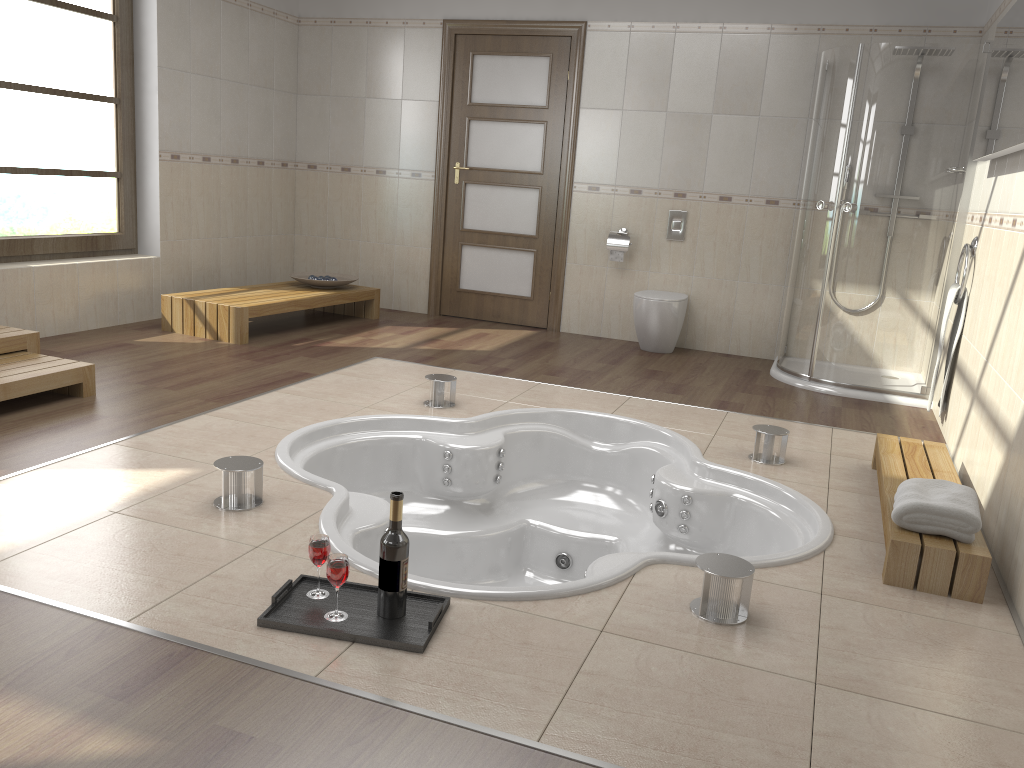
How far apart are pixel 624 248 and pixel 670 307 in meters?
0.6 m

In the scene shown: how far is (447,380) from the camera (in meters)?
4.09

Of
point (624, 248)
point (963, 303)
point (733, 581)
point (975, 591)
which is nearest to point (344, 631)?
point (733, 581)

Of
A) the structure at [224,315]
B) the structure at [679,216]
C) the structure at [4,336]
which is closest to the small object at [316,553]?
the structure at [4,336]

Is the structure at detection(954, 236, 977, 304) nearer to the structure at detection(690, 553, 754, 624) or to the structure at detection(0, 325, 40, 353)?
the structure at detection(690, 553, 754, 624)

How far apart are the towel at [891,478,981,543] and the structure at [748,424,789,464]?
0.80m

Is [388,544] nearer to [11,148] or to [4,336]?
[4,336]

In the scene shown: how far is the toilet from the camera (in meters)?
5.69

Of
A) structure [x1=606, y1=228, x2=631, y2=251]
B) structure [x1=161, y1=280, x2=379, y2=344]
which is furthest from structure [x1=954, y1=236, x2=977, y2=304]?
structure [x1=161, y1=280, x2=379, y2=344]

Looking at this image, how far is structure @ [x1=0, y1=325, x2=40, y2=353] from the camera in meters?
3.9
